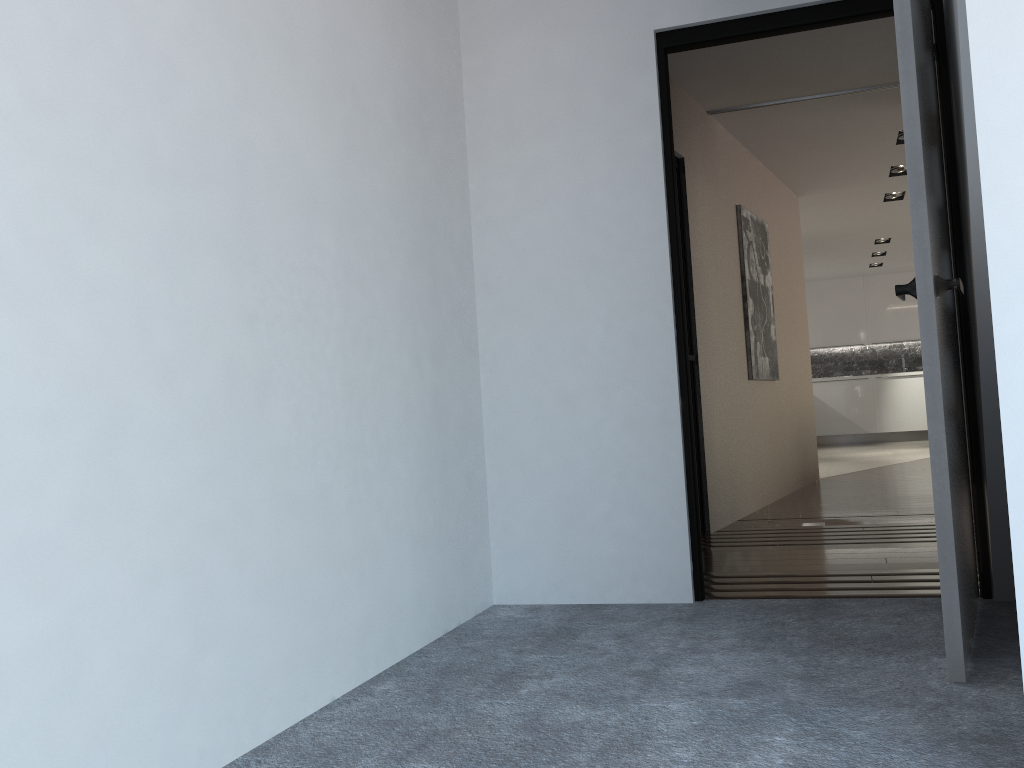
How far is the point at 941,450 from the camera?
2.0 meters

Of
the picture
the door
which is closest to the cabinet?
the picture

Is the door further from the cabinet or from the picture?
the cabinet

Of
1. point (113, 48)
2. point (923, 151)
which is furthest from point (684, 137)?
point (113, 48)

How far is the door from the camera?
2.0 meters

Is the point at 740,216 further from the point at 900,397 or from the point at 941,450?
the point at 900,397

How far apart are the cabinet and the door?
10.23m

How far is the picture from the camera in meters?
5.7

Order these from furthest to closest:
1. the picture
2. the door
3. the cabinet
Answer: the cabinet
the picture
the door

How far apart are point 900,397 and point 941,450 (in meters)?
11.18
